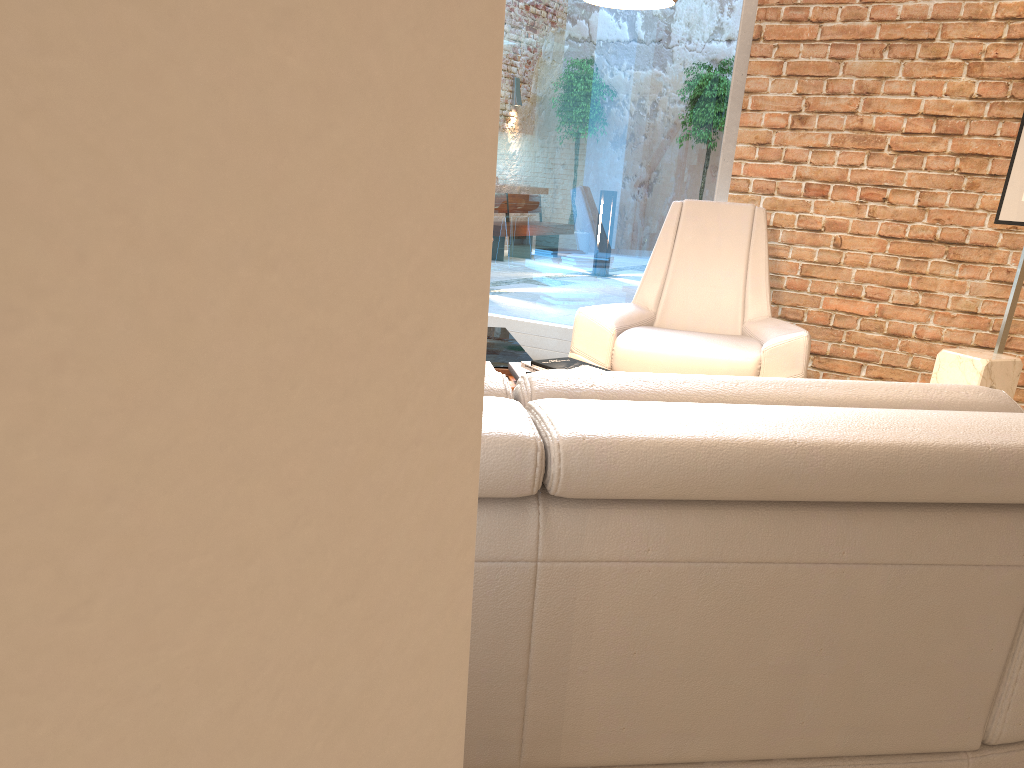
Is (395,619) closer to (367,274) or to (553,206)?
(367,274)

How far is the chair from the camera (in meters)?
3.69

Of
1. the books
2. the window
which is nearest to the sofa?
the books

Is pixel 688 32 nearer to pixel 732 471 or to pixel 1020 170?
pixel 1020 170

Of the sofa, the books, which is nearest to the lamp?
the books

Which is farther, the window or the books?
the window

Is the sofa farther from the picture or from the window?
the window

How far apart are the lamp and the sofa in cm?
157

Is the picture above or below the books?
above

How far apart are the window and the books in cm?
209
